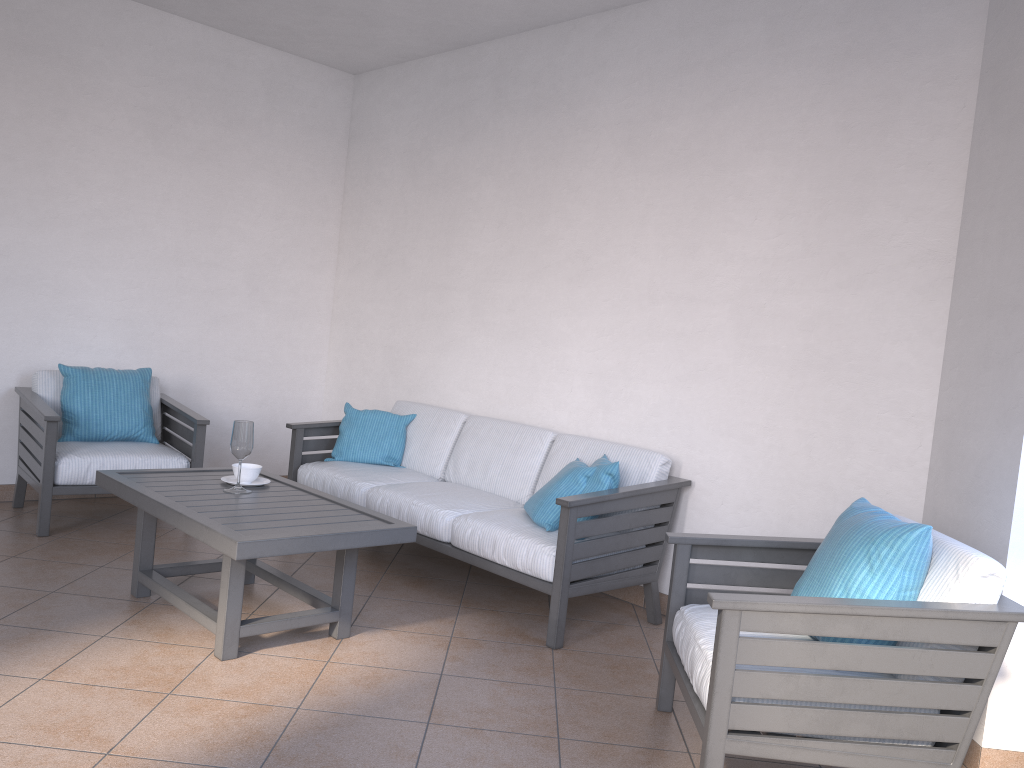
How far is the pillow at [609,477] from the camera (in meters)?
3.70

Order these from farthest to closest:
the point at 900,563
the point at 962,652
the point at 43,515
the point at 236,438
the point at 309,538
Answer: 1. the point at 43,515
2. the point at 236,438
3. the point at 309,538
4. the point at 900,563
5. the point at 962,652

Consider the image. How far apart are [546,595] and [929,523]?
1.76m

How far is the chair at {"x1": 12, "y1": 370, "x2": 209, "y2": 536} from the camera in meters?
4.3 m

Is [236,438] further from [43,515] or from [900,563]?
[900,563]

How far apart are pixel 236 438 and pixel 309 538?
0.77m

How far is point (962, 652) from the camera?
2.2 meters

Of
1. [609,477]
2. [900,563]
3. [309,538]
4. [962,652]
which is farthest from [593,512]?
[962,652]

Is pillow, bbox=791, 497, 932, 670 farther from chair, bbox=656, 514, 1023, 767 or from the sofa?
the sofa

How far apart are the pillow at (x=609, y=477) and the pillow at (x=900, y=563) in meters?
1.1
